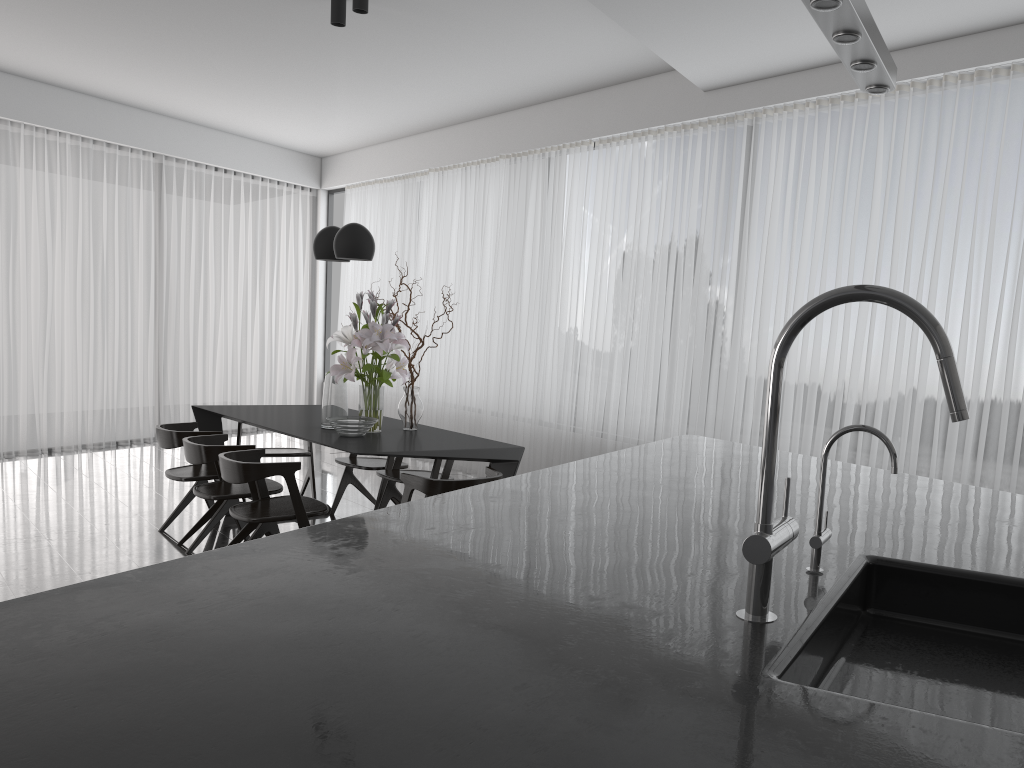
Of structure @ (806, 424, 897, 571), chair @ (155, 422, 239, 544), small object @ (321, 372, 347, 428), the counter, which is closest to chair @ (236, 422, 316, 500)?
chair @ (155, 422, 239, 544)

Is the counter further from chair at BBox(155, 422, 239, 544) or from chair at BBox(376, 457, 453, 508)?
chair at BBox(155, 422, 239, 544)

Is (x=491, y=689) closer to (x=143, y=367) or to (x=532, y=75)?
(x=532, y=75)

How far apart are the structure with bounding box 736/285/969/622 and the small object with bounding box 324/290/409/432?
3.6m

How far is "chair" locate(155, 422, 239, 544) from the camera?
5.35m

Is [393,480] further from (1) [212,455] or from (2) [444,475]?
Result: (1) [212,455]

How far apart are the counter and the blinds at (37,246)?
6.7m

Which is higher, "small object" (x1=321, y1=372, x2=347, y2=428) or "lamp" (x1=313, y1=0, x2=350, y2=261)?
"lamp" (x1=313, y1=0, x2=350, y2=261)

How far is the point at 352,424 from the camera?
4.8m

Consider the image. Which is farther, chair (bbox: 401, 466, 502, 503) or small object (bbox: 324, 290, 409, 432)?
small object (bbox: 324, 290, 409, 432)
